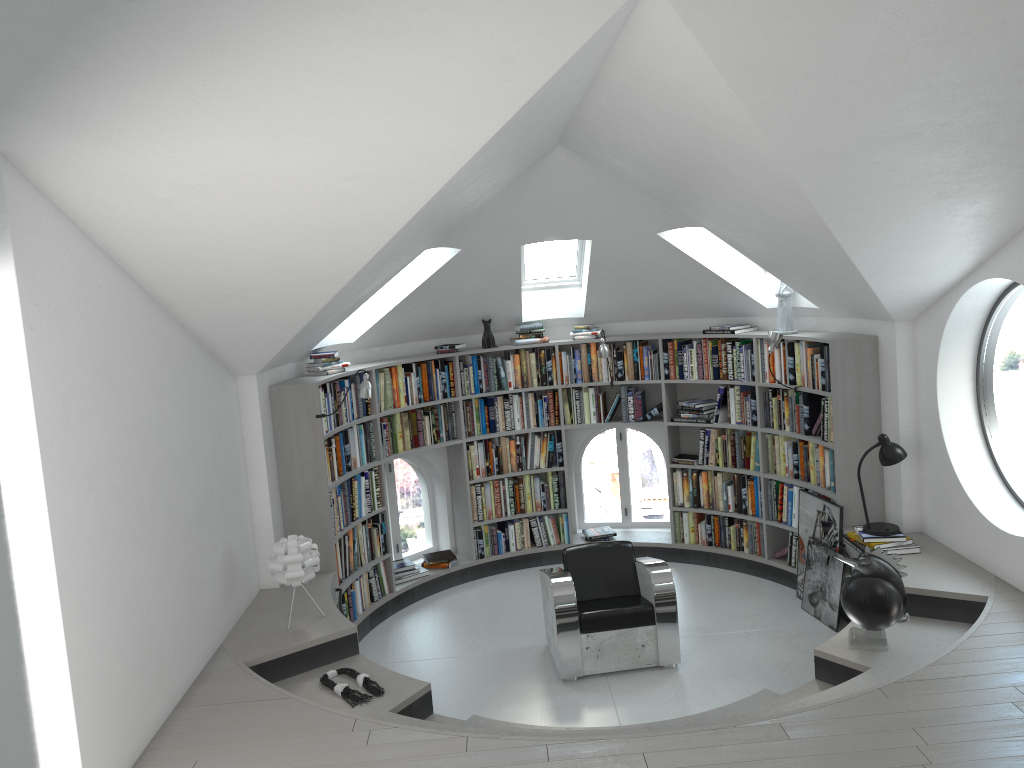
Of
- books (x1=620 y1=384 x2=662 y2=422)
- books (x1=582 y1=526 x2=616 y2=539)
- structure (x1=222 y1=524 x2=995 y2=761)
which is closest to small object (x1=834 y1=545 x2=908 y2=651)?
structure (x1=222 y1=524 x2=995 y2=761)

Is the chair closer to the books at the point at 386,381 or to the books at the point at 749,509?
the books at the point at 749,509

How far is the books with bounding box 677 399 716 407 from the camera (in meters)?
7.72

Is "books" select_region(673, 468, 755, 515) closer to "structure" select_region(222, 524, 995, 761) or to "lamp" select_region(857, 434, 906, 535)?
"structure" select_region(222, 524, 995, 761)

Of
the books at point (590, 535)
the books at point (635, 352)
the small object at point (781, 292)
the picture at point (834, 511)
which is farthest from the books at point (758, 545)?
the small object at point (781, 292)

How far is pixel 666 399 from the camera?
7.87m

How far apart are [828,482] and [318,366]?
A: 3.9 meters

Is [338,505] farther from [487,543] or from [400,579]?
[487,543]

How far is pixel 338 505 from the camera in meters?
6.6

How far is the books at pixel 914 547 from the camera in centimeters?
577cm
